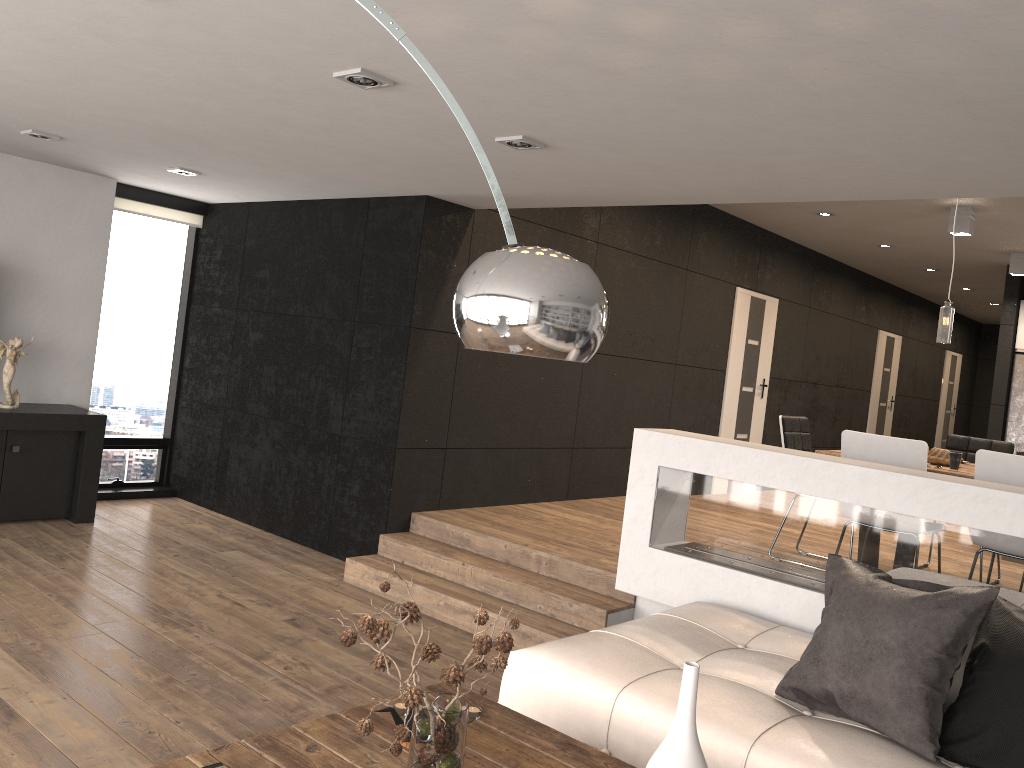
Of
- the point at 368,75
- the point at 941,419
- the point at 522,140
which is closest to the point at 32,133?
the point at 368,75

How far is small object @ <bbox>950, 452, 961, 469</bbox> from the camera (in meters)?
4.98

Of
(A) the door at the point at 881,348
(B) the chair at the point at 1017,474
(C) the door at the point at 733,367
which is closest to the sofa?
(B) the chair at the point at 1017,474

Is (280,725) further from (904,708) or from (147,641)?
(904,708)

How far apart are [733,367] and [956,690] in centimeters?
632cm

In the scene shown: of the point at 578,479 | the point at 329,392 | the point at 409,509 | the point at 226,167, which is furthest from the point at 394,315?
the point at 578,479

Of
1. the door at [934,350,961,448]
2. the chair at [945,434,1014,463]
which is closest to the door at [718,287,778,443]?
the chair at [945,434,1014,463]

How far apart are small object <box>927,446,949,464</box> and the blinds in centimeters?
571cm

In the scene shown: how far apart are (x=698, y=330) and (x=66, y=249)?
5.4m

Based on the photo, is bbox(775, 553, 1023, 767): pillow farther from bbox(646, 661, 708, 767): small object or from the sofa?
bbox(646, 661, 708, 767): small object
